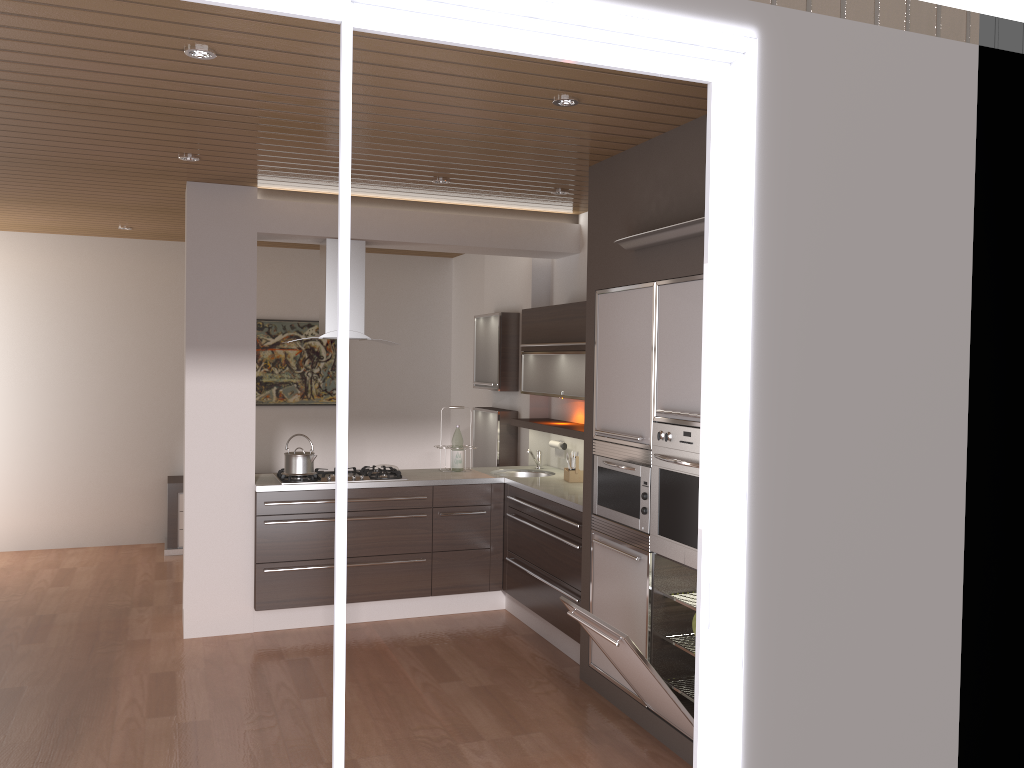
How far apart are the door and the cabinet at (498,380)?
4.2m

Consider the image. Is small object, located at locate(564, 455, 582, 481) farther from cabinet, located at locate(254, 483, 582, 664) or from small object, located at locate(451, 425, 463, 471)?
small object, located at locate(451, 425, 463, 471)

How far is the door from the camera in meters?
2.2 m

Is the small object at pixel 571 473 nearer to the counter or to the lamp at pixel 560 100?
the counter

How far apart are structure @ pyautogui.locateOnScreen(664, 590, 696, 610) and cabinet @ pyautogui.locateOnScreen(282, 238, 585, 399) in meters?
1.6

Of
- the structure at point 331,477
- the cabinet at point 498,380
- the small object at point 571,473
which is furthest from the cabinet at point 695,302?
the cabinet at point 498,380

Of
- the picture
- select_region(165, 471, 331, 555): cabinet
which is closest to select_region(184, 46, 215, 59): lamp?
select_region(165, 471, 331, 555): cabinet

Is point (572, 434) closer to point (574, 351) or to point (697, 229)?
point (574, 351)

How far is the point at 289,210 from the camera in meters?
5.4

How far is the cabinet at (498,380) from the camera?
6.7m
